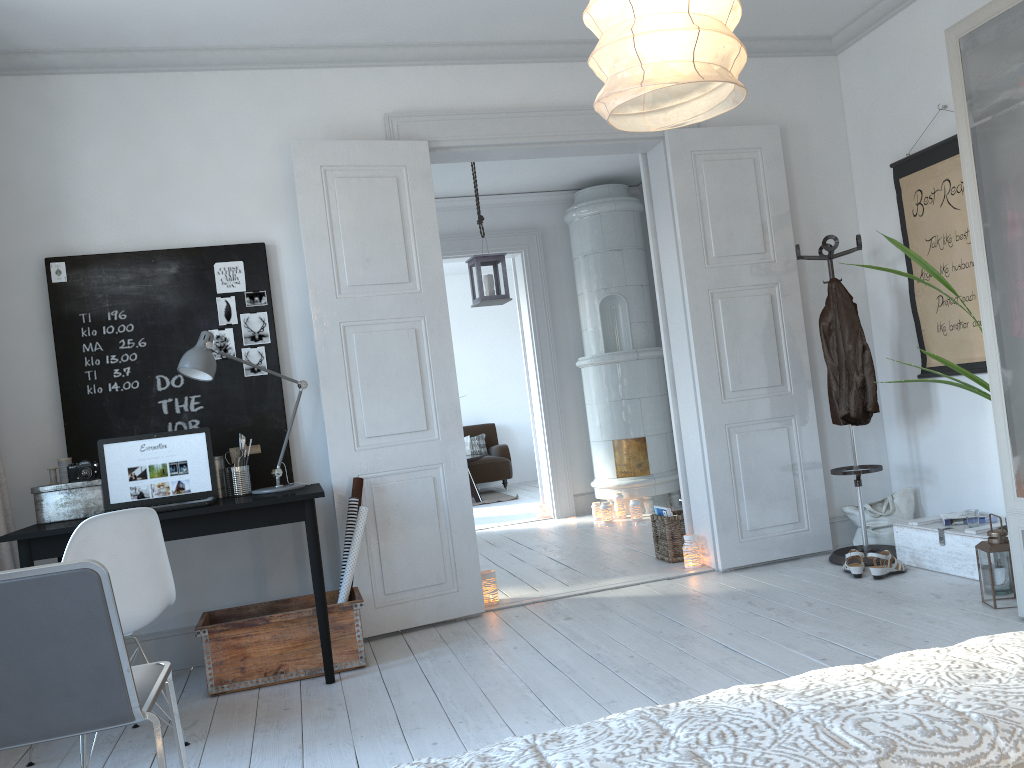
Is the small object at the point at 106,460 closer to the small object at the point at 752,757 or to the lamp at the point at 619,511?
the small object at the point at 752,757

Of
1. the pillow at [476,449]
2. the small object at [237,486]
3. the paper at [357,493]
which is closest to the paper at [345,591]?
the paper at [357,493]

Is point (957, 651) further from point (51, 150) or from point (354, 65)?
point (51, 150)

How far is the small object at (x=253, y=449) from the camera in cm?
398

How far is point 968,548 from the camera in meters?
3.9

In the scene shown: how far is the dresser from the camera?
3.20m

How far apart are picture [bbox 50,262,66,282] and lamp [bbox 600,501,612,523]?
4.28m

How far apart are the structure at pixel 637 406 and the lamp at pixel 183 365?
3.5m

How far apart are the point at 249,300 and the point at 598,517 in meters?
3.9 m

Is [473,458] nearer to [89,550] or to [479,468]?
[479,468]
